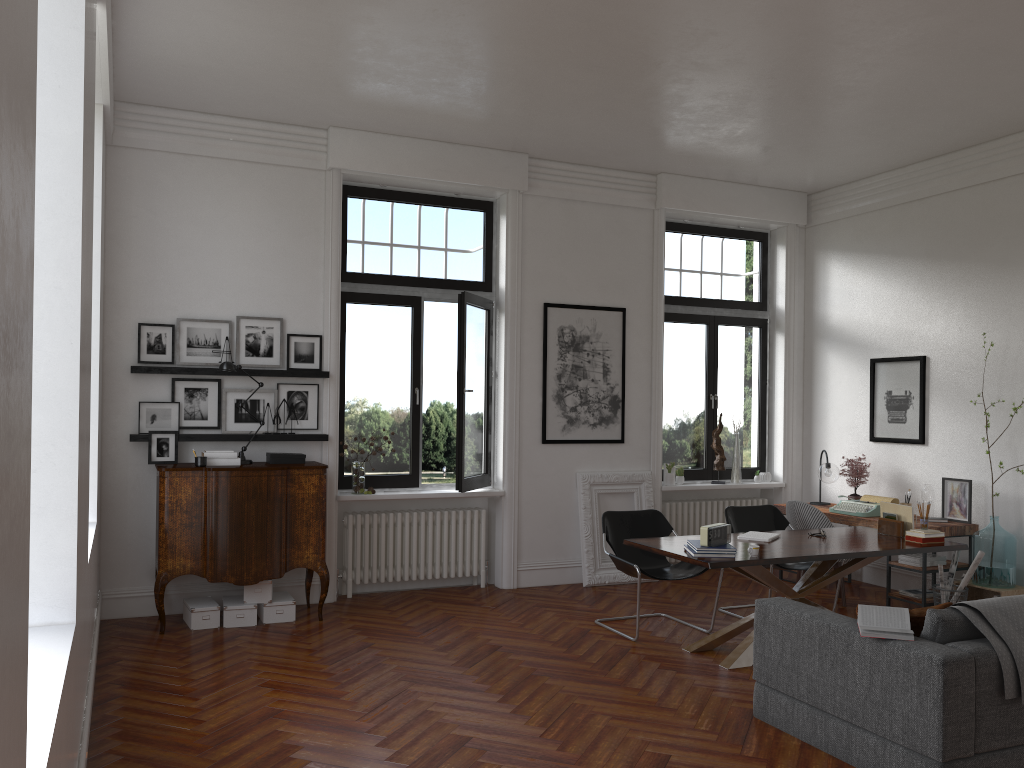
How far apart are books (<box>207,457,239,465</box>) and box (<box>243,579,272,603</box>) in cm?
95

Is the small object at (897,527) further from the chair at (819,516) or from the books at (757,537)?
the books at (757,537)

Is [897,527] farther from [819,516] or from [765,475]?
[765,475]

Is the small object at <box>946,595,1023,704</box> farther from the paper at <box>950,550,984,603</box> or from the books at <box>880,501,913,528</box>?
the paper at <box>950,550,984,603</box>

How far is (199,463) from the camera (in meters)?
6.53

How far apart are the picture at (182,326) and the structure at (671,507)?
4.58m

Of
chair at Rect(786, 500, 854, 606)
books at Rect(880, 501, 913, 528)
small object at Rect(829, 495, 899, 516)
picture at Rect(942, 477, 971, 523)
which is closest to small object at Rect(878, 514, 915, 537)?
books at Rect(880, 501, 913, 528)

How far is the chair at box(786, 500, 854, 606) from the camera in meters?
7.6

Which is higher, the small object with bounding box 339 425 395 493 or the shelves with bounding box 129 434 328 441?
the shelves with bounding box 129 434 328 441

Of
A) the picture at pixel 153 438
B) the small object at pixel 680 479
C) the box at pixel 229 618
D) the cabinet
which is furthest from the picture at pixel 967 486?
the picture at pixel 153 438
